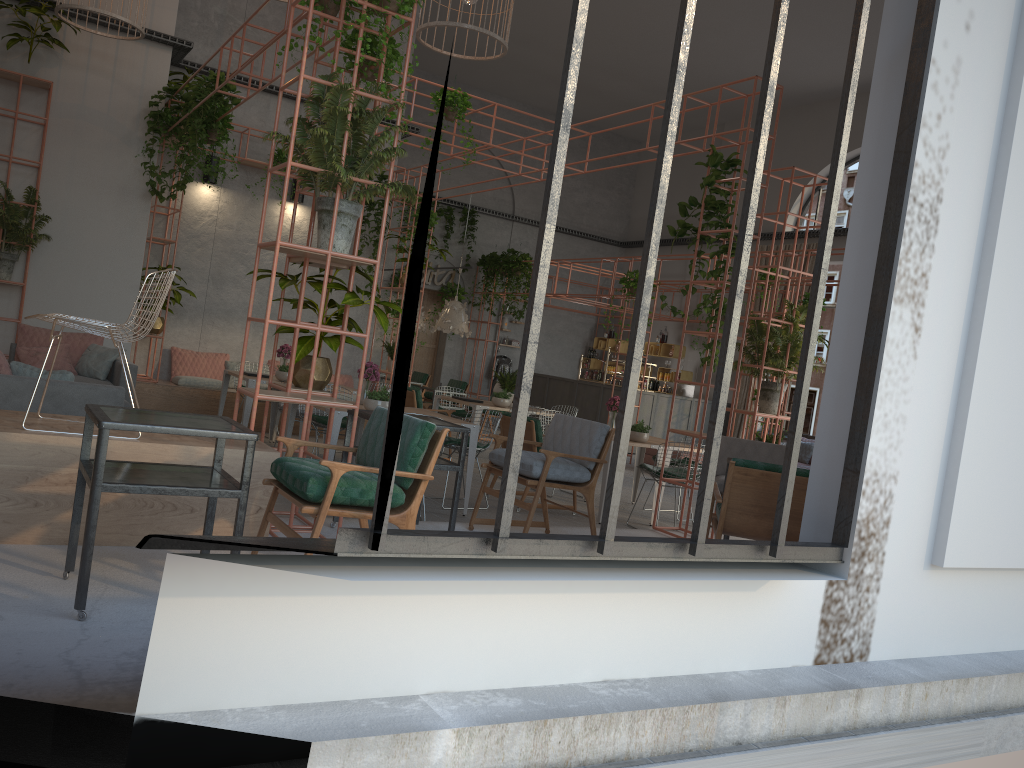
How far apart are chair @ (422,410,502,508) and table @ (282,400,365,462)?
1.3 meters

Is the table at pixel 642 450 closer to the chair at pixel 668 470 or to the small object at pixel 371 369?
the chair at pixel 668 470

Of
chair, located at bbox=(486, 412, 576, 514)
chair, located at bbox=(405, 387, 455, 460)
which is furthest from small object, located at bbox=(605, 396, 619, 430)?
chair, located at bbox=(405, 387, 455, 460)

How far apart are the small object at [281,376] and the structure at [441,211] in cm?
971

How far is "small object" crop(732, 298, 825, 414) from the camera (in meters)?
8.25

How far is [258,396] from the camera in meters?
5.0 m

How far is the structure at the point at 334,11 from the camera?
5.8 meters

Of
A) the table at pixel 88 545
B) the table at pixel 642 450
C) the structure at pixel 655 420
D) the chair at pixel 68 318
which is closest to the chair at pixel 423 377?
the structure at pixel 655 420

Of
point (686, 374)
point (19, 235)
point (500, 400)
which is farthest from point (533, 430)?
point (686, 374)

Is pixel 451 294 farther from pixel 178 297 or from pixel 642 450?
pixel 642 450
